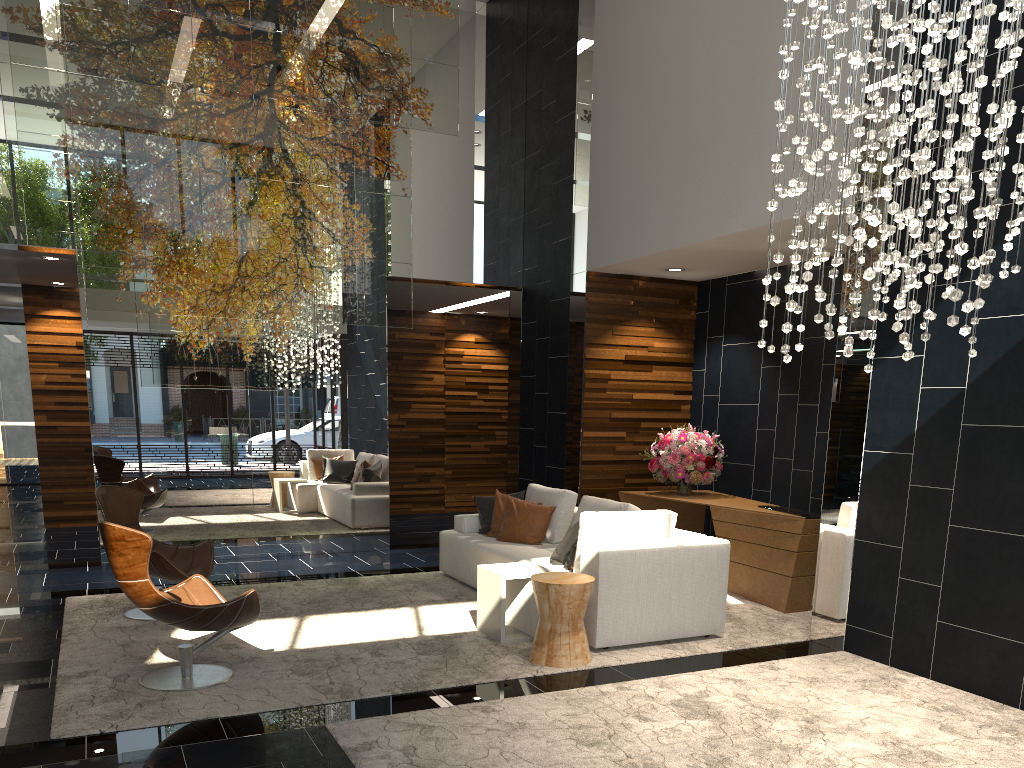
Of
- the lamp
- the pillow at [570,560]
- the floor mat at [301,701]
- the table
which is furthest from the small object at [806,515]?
the lamp

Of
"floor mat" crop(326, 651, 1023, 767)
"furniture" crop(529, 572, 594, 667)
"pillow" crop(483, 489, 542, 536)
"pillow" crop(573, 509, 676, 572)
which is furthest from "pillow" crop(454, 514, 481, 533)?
"floor mat" crop(326, 651, 1023, 767)

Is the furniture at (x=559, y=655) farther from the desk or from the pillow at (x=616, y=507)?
the desk

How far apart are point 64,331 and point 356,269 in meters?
4.6

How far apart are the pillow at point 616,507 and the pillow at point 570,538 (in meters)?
0.47

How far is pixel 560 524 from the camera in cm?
703

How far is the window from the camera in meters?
15.5

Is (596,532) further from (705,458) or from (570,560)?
(705,458)

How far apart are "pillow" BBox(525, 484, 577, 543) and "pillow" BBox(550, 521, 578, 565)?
0.9 meters

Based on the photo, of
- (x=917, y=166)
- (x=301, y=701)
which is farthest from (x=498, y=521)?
(x=917, y=166)
